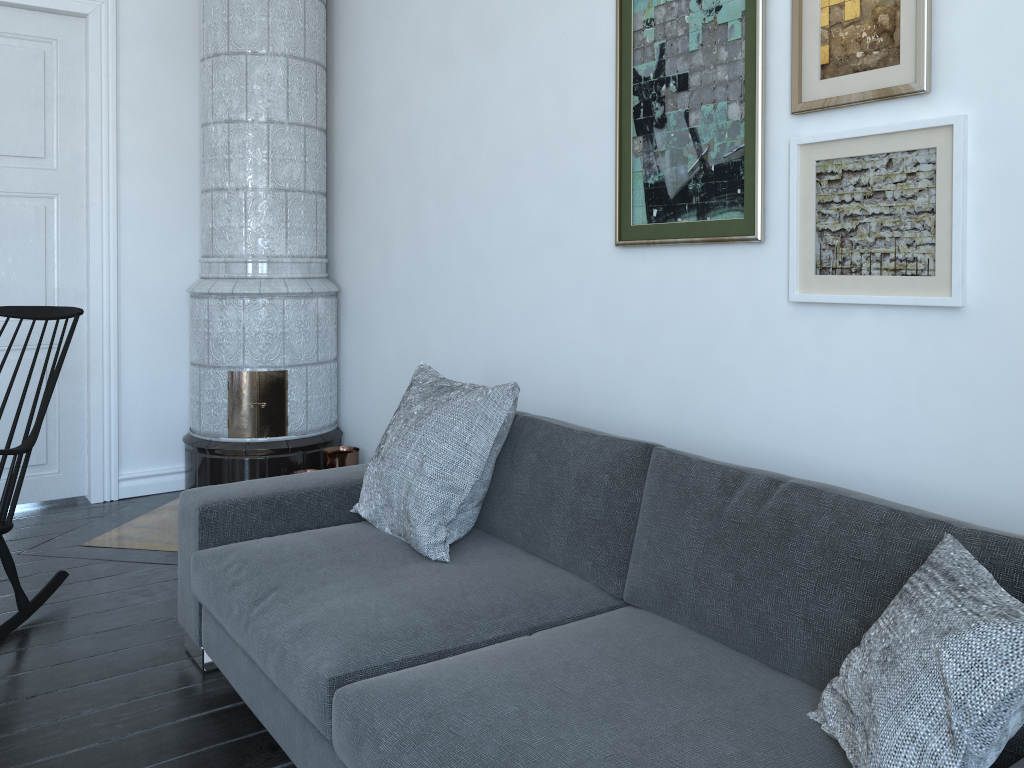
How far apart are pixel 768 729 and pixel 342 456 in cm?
291

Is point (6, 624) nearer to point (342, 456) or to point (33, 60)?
point (342, 456)

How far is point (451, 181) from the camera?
3.5 meters

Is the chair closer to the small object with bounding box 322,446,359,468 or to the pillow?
the pillow

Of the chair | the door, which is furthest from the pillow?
the door

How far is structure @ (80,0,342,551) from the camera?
4.0m

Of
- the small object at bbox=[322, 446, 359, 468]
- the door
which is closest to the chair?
the door

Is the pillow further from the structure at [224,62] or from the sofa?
the structure at [224,62]

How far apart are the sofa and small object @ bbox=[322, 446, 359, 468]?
1.26m

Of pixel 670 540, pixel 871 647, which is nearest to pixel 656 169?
pixel 670 540
